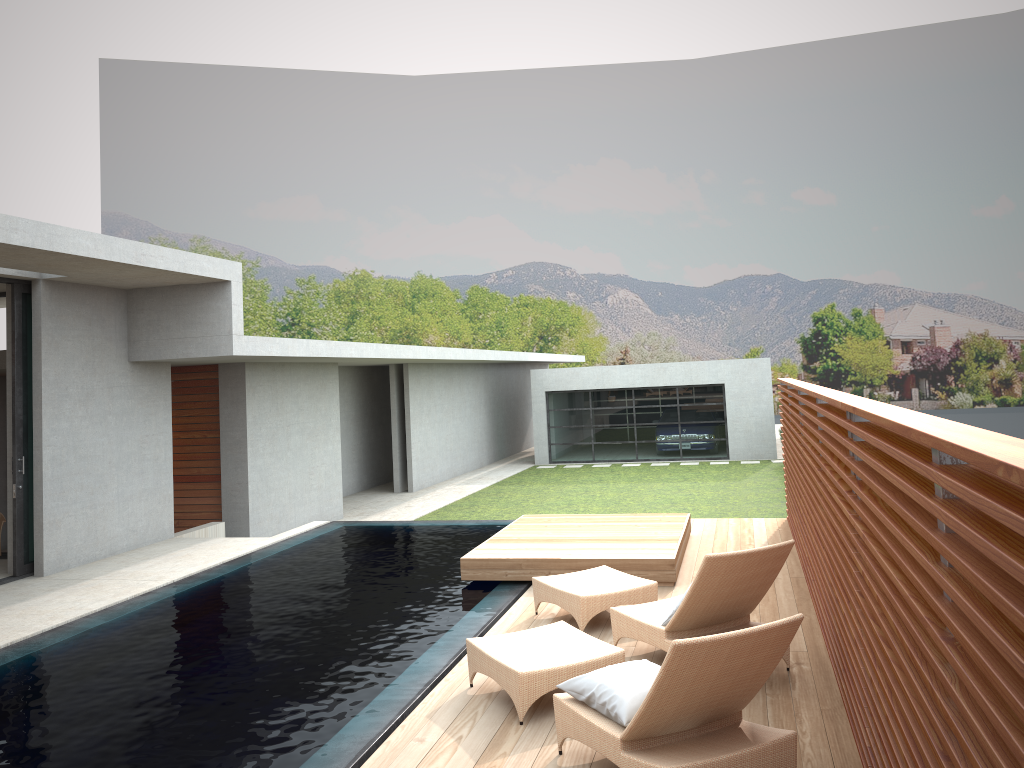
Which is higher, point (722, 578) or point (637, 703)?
point (722, 578)

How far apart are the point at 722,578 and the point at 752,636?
1.6 meters

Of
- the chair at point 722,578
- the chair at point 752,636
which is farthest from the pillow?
the chair at point 722,578

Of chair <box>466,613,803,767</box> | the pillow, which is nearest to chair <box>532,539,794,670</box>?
chair <box>466,613,803,767</box>

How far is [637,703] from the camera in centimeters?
423cm

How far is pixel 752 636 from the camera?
3.84m

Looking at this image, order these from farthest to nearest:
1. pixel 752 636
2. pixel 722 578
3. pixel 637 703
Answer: pixel 722 578 → pixel 637 703 → pixel 752 636

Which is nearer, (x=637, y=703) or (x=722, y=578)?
(x=637, y=703)

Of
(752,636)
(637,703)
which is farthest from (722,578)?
(752,636)

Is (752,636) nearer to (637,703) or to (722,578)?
(637,703)
